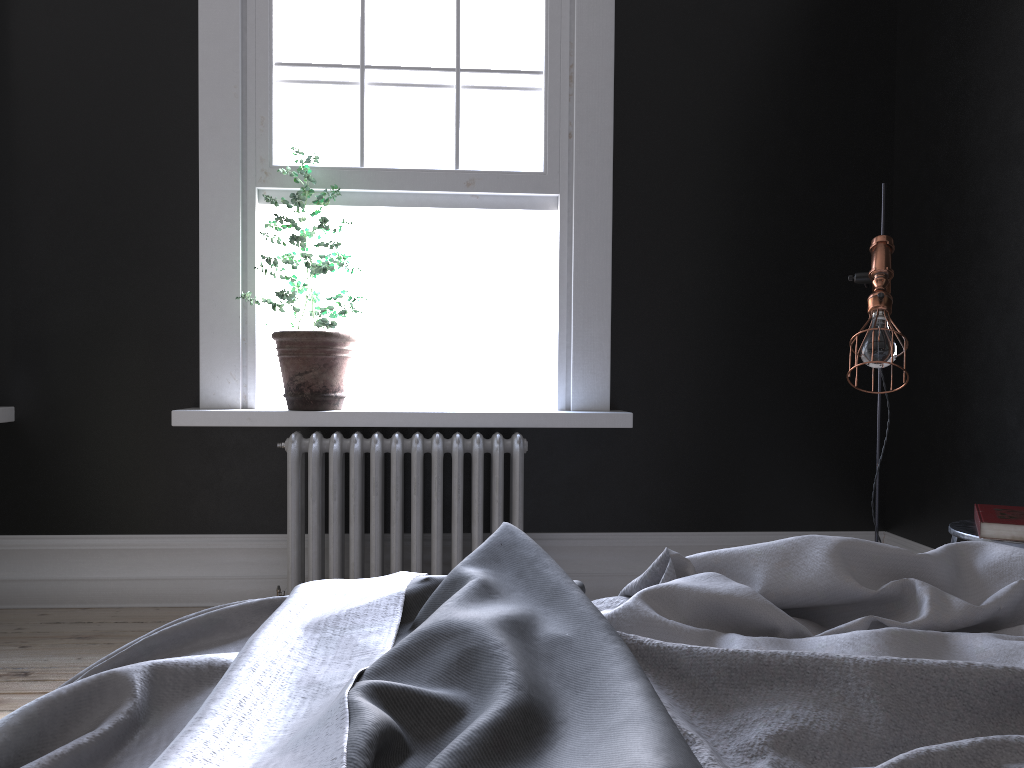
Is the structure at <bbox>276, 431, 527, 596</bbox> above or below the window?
below

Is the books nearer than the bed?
No

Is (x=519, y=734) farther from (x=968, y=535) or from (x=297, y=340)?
(x=297, y=340)

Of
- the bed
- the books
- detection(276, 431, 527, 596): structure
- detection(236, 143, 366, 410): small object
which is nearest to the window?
detection(236, 143, 366, 410): small object

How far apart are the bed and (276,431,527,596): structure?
2.1m

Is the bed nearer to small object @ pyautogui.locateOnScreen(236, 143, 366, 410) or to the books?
the books

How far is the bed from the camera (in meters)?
0.90

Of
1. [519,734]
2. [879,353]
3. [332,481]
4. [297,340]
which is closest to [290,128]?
[297,340]

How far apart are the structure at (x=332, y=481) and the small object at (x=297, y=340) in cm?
Answer: 12

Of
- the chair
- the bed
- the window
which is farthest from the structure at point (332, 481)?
the bed
